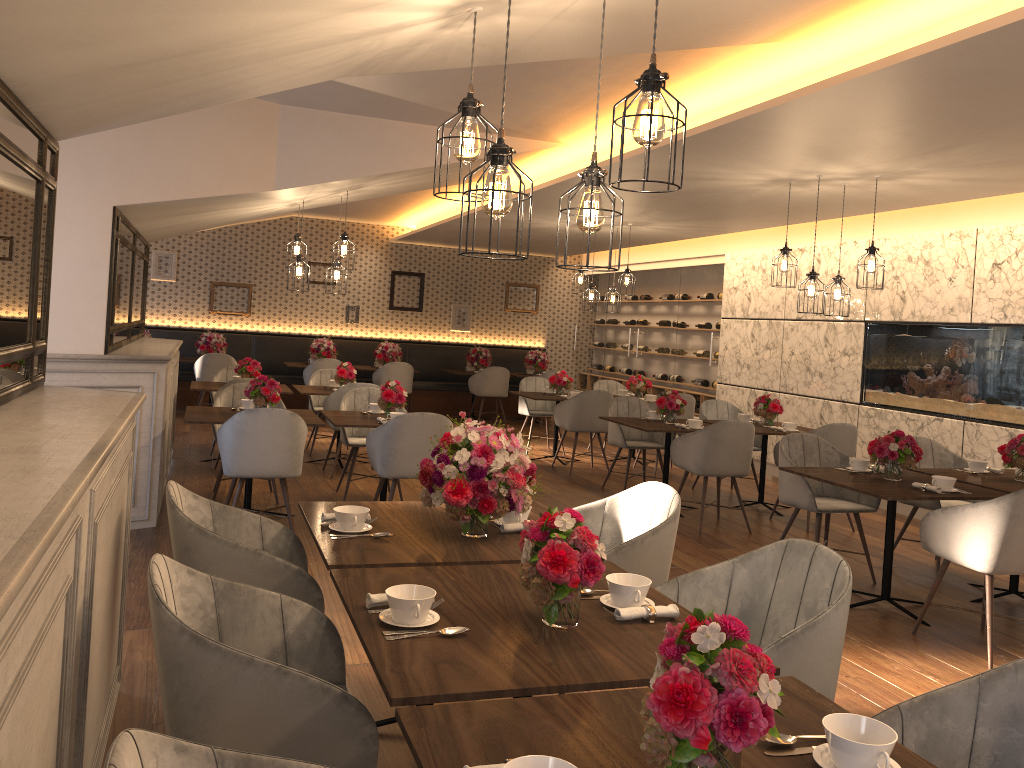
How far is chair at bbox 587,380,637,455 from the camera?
10.9 meters

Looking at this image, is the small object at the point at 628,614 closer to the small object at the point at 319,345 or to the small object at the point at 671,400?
the small object at the point at 671,400

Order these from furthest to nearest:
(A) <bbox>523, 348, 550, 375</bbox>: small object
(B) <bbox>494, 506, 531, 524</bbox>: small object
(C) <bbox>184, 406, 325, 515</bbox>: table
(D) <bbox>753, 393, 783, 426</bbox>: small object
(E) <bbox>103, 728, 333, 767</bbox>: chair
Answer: (A) <bbox>523, 348, 550, 375</bbox>: small object
(D) <bbox>753, 393, 783, 426</bbox>: small object
(C) <bbox>184, 406, 325, 515</bbox>: table
(B) <bbox>494, 506, 531, 524</bbox>: small object
(E) <bbox>103, 728, 333, 767</bbox>: chair

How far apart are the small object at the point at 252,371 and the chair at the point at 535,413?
3.1 meters

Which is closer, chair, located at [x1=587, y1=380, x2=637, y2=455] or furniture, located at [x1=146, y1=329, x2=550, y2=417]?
chair, located at [x1=587, y1=380, x2=637, y2=455]

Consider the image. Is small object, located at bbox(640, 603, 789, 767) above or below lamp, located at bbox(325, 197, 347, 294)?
below

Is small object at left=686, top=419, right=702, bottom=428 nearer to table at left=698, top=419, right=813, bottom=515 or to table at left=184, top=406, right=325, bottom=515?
table at left=698, top=419, right=813, bottom=515

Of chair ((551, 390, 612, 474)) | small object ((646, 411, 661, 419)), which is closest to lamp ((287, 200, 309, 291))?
chair ((551, 390, 612, 474))

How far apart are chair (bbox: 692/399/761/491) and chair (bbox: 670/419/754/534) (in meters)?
1.52

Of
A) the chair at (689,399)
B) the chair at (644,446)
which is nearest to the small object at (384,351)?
the chair at (689,399)
